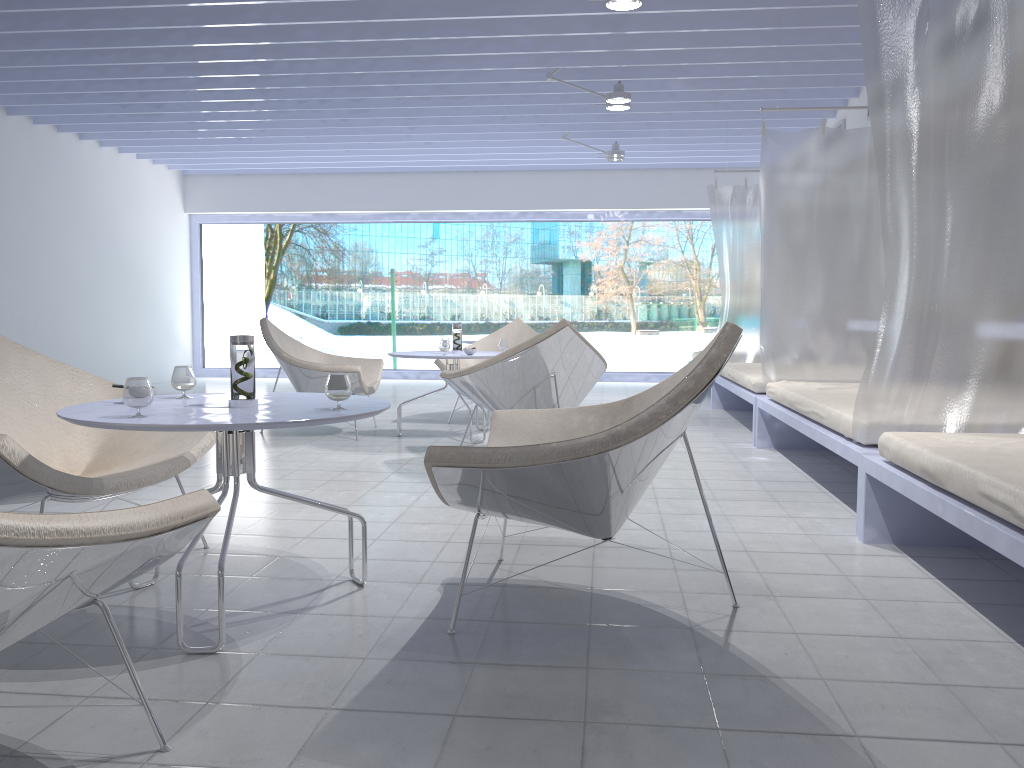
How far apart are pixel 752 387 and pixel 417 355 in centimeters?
205cm

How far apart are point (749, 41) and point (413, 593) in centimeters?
445cm

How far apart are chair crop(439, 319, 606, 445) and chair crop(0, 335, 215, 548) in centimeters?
189cm

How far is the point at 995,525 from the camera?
2.02m

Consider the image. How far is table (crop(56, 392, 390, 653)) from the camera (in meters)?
1.96

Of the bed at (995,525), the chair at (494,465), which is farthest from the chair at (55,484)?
the bed at (995,525)

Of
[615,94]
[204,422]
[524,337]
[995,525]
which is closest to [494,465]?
[204,422]

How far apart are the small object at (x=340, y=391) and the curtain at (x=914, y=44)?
1.8m

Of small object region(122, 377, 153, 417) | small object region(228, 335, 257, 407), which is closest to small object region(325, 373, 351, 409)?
small object region(228, 335, 257, 407)

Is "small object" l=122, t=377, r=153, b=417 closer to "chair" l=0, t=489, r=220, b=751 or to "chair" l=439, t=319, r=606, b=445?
"chair" l=0, t=489, r=220, b=751
